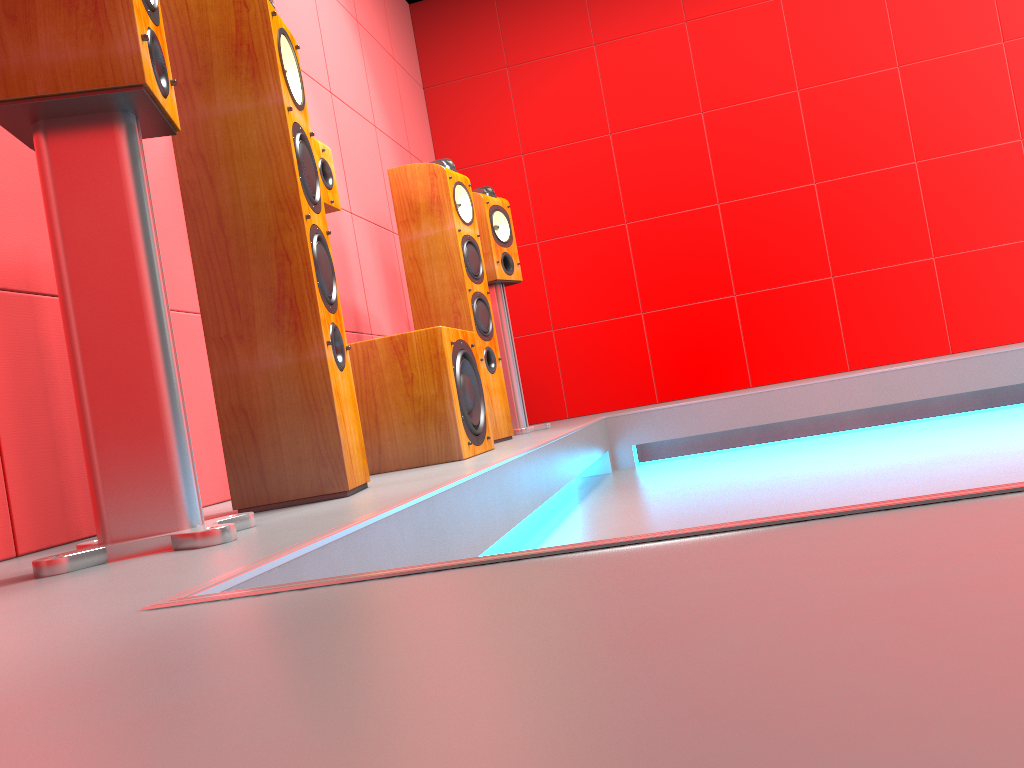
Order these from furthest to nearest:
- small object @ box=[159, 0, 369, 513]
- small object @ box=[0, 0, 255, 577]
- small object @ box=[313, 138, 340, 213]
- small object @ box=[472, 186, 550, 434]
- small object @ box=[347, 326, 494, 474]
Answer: small object @ box=[472, 186, 550, 434], small object @ box=[313, 138, 340, 213], small object @ box=[347, 326, 494, 474], small object @ box=[159, 0, 369, 513], small object @ box=[0, 0, 255, 577]

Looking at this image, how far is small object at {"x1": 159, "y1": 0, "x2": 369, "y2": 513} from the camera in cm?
170

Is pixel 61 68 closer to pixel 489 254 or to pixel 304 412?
pixel 304 412

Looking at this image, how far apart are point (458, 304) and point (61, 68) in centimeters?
197cm

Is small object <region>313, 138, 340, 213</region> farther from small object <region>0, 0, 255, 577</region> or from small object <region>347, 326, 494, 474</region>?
small object <region>0, 0, 255, 577</region>

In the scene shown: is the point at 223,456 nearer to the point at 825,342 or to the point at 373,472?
the point at 373,472

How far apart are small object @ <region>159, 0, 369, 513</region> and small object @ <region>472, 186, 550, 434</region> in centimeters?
178cm

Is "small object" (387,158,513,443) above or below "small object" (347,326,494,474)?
above

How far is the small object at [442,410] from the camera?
2.3m

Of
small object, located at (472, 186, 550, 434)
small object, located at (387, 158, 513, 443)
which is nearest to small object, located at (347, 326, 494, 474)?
small object, located at (387, 158, 513, 443)
